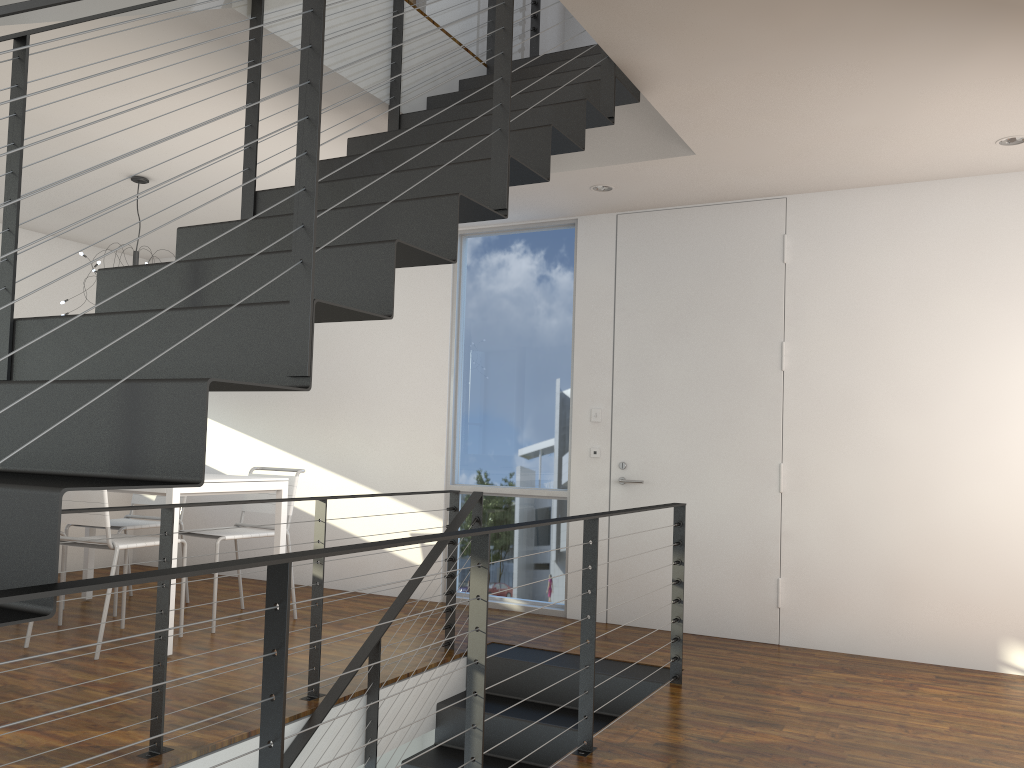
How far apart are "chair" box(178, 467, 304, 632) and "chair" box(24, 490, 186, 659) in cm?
31

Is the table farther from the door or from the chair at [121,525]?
the door

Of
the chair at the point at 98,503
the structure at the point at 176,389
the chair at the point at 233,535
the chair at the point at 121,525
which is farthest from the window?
the chair at the point at 98,503

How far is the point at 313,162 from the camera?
1.6 meters

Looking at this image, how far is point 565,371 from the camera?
5.0 meters

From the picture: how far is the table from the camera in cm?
373

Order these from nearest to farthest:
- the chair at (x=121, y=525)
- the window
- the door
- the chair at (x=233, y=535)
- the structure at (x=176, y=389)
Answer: the structure at (x=176, y=389) < the chair at (x=233, y=535) < the door < the chair at (x=121, y=525) < the window

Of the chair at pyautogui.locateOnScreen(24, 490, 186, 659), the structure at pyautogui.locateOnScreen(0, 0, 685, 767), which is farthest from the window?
the chair at pyautogui.locateOnScreen(24, 490, 186, 659)

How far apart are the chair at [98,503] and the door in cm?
224

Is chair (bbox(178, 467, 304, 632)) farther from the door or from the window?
the door
